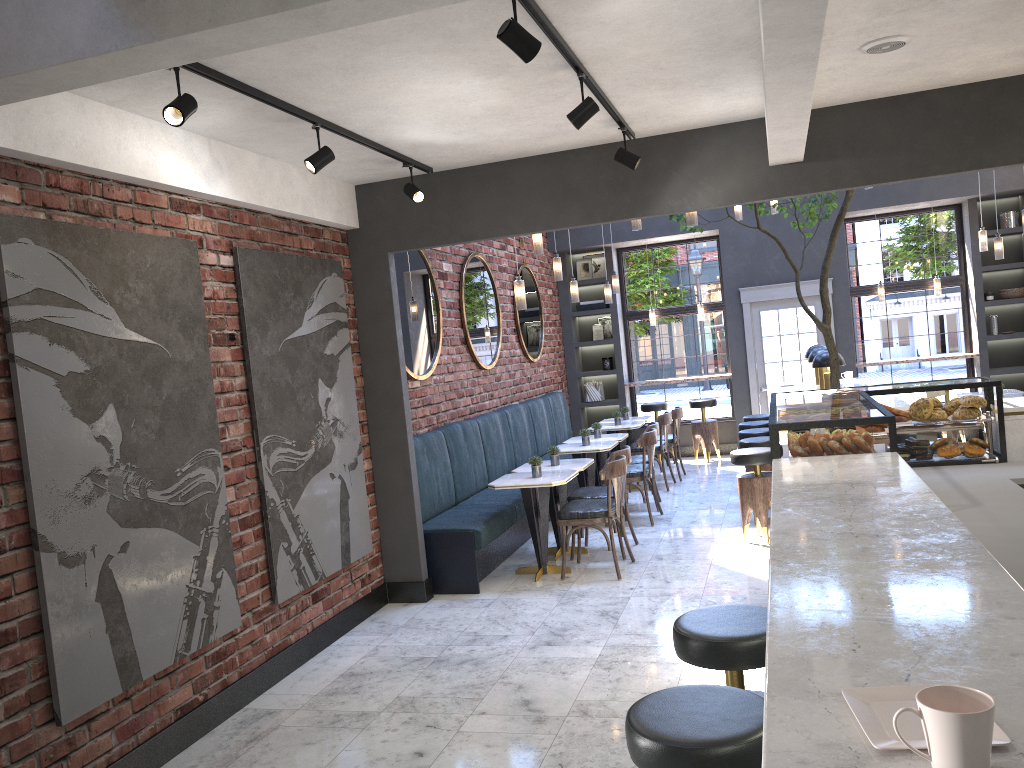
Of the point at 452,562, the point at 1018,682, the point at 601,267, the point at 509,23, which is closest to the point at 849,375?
the point at 601,267

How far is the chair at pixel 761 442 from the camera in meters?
7.6 m

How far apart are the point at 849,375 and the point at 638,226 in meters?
3.5

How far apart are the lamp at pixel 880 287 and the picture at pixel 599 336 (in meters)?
3.70

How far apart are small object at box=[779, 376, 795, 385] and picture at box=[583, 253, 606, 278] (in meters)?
3.70

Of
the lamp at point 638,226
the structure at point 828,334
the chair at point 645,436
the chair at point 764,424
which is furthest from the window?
the lamp at point 638,226

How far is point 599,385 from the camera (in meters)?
12.34

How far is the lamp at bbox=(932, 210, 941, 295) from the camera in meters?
11.1

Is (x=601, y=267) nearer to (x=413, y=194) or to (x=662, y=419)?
(x=662, y=419)

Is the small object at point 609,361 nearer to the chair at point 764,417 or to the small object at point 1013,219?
the chair at point 764,417
